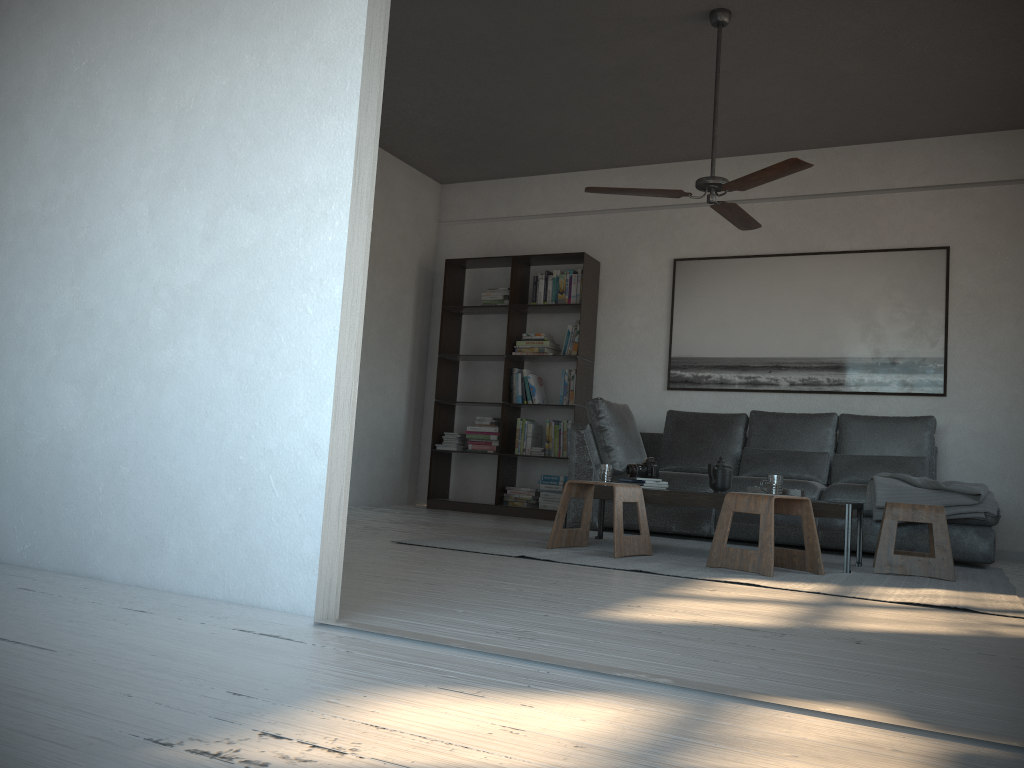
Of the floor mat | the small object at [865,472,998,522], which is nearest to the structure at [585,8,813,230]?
the small object at [865,472,998,522]

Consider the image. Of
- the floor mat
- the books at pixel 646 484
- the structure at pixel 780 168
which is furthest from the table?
the structure at pixel 780 168

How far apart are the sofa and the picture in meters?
0.4

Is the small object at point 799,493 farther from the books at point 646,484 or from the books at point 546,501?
the books at point 546,501

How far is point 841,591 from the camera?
3.4 meters

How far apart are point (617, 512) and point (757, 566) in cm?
69

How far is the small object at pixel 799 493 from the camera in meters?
4.4 m

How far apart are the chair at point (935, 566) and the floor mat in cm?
3

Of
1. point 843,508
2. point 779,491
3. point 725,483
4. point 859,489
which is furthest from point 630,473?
point 859,489

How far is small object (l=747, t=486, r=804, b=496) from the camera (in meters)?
4.38
